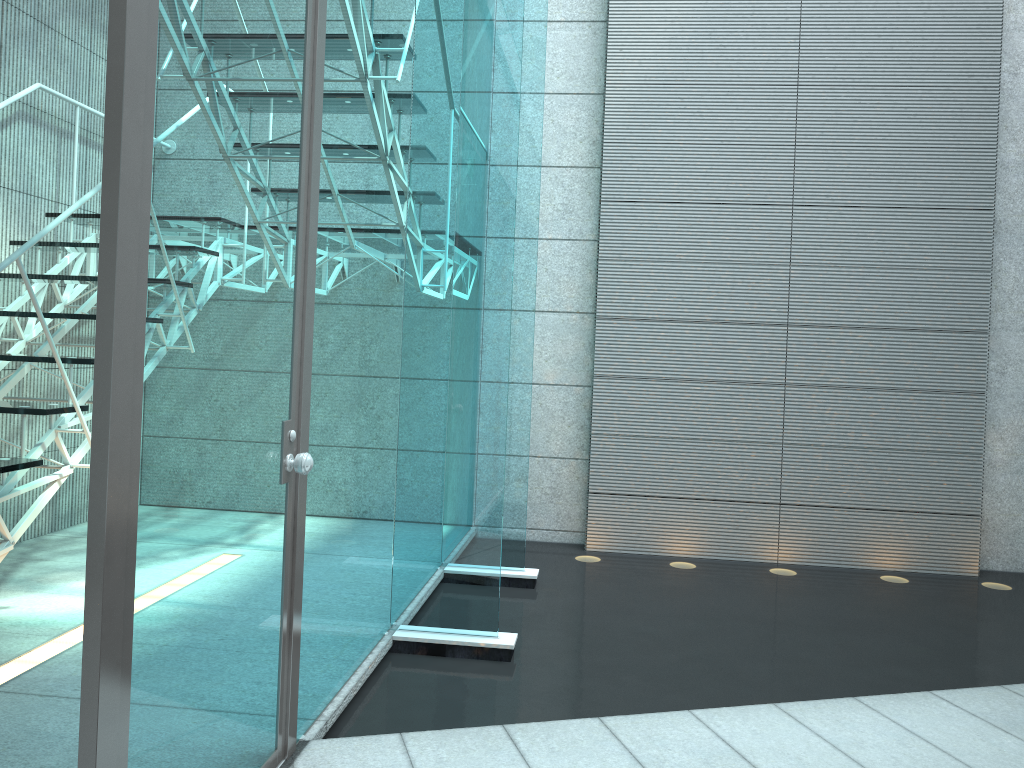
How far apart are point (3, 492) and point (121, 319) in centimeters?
182cm

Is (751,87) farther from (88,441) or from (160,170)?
(160,170)

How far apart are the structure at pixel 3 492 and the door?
1.06m

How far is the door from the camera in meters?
1.3

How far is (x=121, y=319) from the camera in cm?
130

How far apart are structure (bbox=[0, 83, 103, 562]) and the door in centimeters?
106cm

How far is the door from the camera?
1.30m

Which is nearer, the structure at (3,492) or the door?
the door

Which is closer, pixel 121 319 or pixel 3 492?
pixel 121 319
